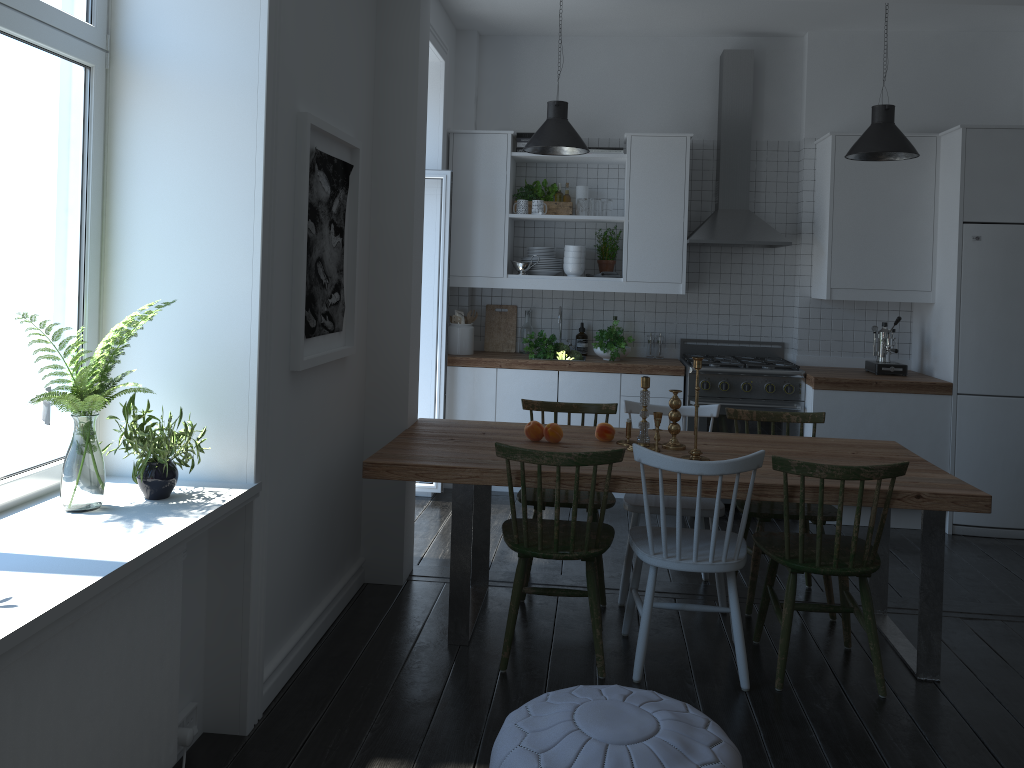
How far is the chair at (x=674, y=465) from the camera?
3.1 meters

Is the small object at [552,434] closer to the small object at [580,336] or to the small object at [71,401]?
the small object at [71,401]

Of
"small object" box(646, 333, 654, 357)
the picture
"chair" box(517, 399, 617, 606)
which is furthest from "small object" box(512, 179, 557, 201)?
the picture

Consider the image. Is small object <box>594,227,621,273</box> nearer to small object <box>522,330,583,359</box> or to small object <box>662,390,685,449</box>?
small object <box>522,330,583,359</box>

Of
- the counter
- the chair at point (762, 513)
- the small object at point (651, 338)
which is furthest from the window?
the small object at point (651, 338)

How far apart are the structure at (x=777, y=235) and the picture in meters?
2.6 m

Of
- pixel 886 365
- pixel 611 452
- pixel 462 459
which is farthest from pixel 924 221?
pixel 462 459

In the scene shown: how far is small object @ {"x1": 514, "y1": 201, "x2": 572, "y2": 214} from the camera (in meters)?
5.87

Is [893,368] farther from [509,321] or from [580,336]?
[509,321]

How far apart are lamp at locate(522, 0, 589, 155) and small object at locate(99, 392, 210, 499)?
2.8m
